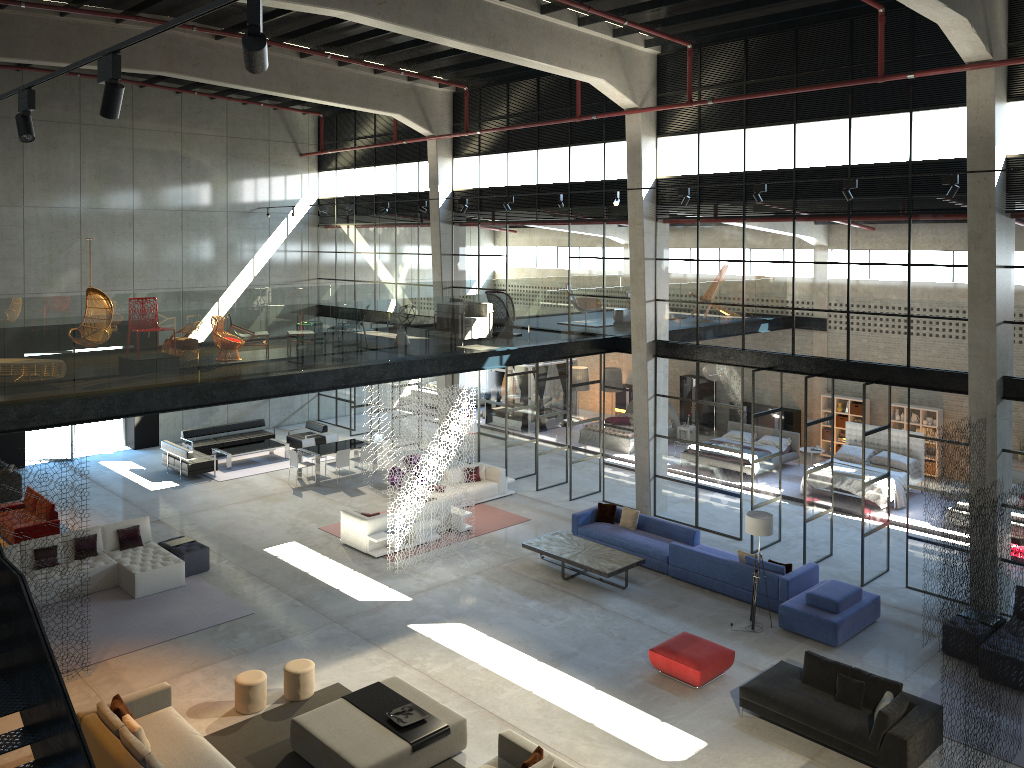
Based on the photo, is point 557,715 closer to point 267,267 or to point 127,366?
point 127,366

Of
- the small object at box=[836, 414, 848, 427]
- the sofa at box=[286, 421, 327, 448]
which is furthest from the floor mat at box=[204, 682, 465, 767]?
the small object at box=[836, 414, 848, 427]

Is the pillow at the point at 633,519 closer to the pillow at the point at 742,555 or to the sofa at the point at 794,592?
the sofa at the point at 794,592

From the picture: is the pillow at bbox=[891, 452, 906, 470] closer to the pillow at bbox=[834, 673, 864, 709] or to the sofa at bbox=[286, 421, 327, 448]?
the pillow at bbox=[834, 673, 864, 709]

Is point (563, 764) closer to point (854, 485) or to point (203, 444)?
point (854, 485)

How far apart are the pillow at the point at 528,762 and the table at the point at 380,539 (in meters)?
7.99

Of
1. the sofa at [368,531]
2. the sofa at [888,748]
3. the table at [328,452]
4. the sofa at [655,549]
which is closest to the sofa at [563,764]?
the sofa at [888,748]

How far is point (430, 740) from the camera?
10.5 meters

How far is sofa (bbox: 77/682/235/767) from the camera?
9.69m

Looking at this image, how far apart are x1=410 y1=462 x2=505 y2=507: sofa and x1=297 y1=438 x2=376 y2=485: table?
3.75m
